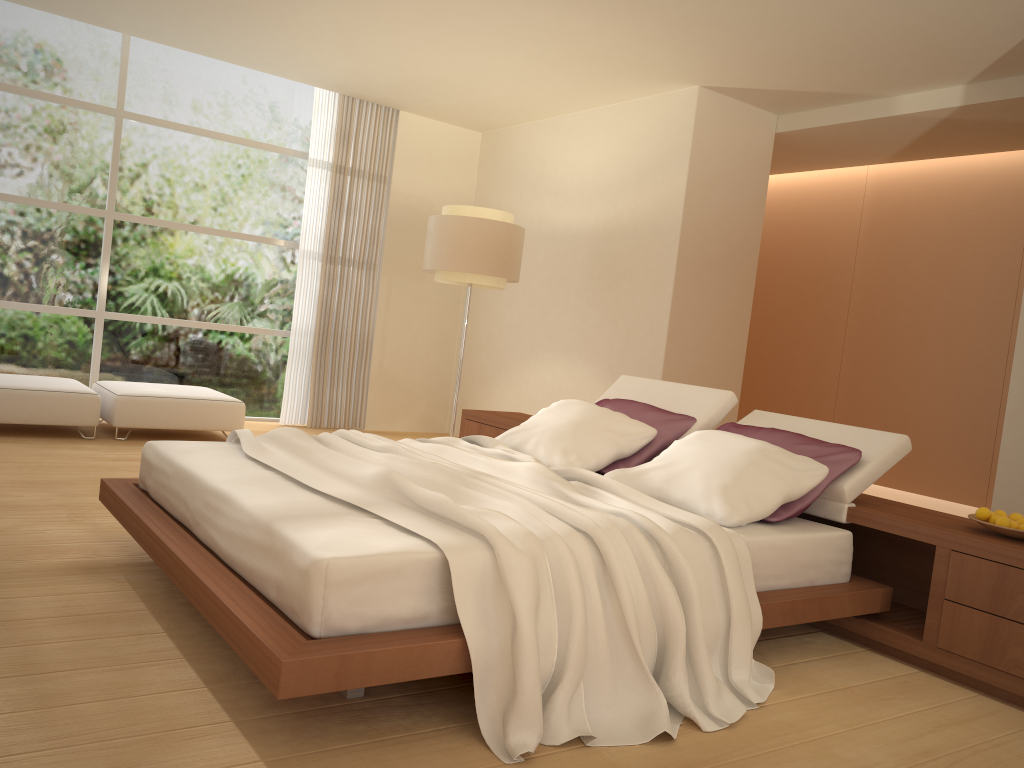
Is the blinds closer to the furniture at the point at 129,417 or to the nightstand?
the furniture at the point at 129,417

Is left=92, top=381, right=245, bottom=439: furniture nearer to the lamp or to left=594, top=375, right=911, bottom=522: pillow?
the lamp

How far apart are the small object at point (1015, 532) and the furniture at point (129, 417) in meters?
5.2

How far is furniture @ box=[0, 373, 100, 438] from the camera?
5.9 meters

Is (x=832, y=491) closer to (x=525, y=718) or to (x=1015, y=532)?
(x=1015, y=532)

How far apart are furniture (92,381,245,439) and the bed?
2.7m

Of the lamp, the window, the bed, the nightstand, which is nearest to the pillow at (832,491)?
the nightstand

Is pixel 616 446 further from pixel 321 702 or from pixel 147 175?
pixel 147 175

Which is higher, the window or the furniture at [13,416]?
the window

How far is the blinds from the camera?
8.2m
